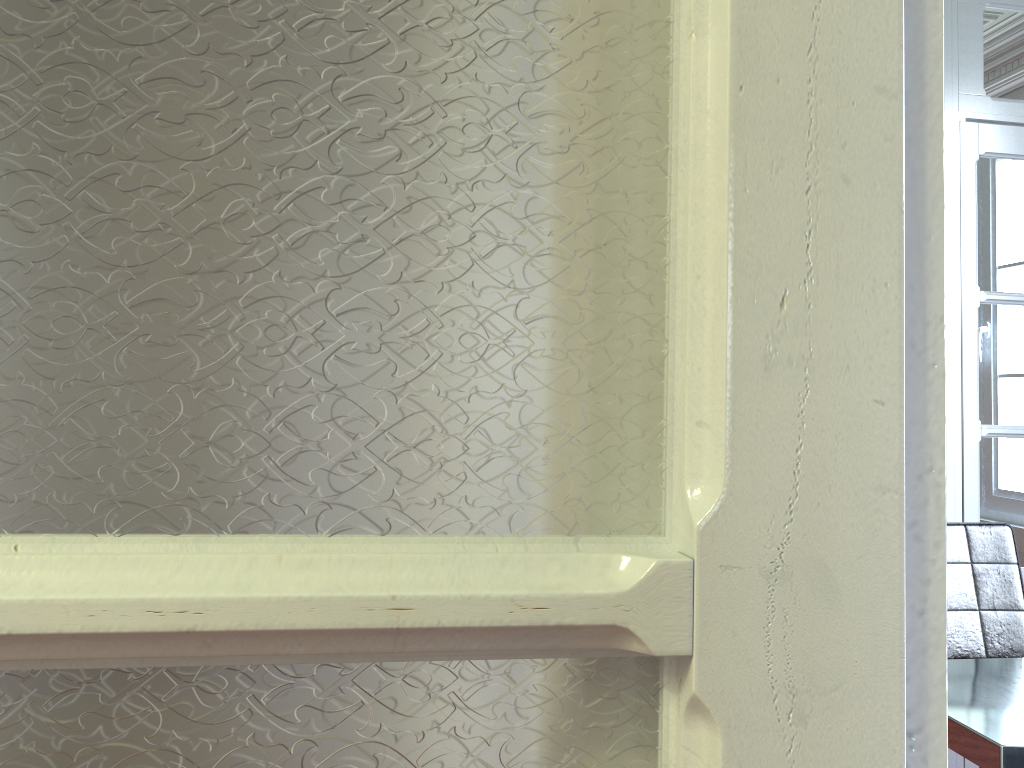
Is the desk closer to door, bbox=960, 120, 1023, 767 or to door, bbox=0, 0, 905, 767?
door, bbox=960, 120, 1023, 767

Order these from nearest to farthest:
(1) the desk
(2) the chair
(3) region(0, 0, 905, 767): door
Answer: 1. (3) region(0, 0, 905, 767): door
2. (1) the desk
3. (2) the chair

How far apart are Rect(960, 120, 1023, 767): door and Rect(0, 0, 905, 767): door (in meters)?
2.83

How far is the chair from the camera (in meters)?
2.39

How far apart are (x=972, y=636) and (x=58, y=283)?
2.6 meters

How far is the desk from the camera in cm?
156

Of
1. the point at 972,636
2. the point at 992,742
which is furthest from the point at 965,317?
the point at 992,742

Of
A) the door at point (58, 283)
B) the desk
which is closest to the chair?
the desk

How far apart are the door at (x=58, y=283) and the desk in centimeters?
151cm

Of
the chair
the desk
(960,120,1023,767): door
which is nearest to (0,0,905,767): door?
the desk
